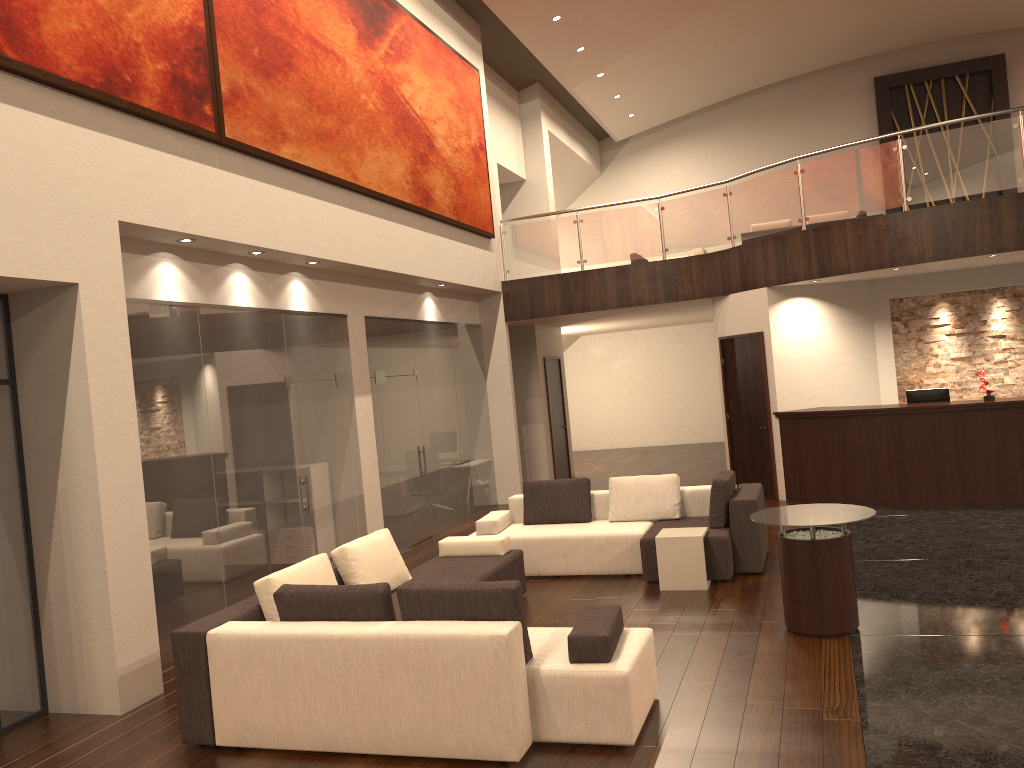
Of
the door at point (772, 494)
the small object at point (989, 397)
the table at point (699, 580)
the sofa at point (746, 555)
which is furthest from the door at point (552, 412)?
the table at point (699, 580)

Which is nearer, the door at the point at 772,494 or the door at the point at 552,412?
the door at the point at 772,494

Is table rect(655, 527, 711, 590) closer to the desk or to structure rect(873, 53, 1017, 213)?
the desk

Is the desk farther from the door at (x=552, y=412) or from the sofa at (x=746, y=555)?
the door at (x=552, y=412)

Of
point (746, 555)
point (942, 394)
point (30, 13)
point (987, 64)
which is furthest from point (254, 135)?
point (987, 64)

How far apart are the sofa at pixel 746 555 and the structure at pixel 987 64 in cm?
1364

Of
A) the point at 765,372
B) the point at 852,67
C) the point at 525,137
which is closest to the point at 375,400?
the point at 765,372

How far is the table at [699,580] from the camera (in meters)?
7.47

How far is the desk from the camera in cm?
986

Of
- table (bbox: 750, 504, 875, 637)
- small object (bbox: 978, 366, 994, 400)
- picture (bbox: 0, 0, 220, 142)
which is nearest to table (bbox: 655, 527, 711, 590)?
table (bbox: 750, 504, 875, 637)
